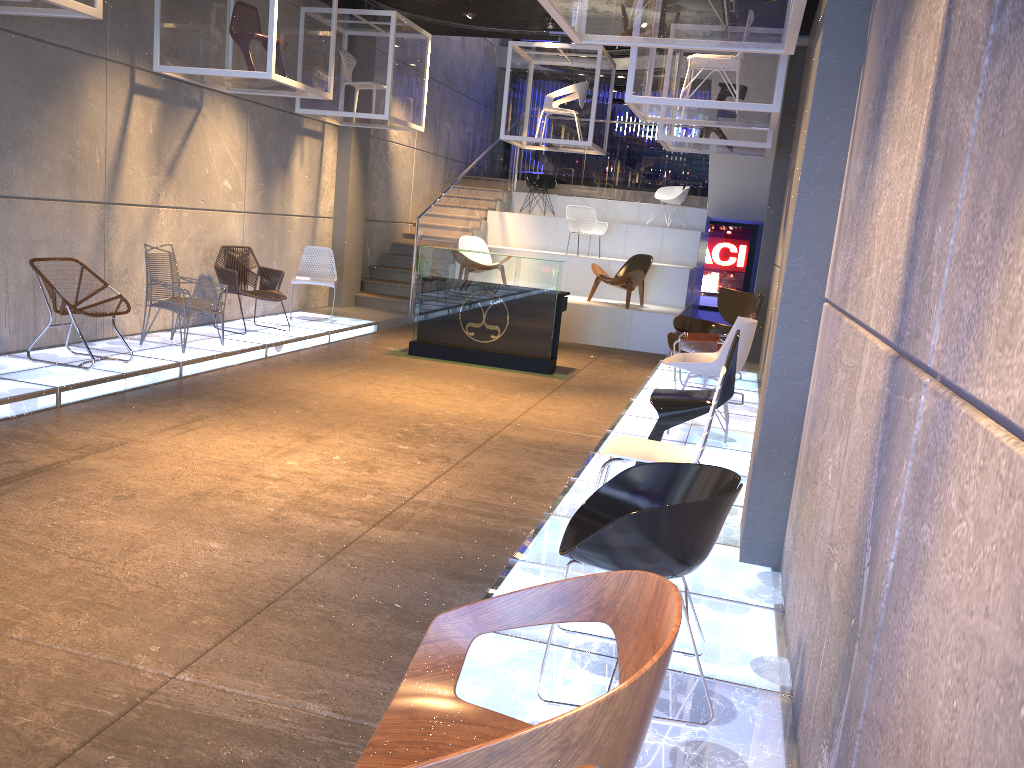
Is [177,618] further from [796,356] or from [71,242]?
[71,242]

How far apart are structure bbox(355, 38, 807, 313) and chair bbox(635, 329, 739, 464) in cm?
674

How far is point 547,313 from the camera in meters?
9.5

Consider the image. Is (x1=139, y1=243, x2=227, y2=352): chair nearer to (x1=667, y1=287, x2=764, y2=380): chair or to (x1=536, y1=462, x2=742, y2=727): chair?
(x1=667, y1=287, x2=764, y2=380): chair

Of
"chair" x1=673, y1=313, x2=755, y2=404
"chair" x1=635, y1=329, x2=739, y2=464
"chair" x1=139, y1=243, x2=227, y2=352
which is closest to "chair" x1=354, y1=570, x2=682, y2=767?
"chair" x1=635, y1=329, x2=739, y2=464

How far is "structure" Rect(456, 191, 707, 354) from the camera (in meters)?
12.17

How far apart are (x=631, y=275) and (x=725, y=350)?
6.09m

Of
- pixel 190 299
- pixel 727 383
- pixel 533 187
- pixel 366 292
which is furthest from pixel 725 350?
pixel 533 187

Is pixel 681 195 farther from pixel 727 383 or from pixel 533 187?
pixel 727 383

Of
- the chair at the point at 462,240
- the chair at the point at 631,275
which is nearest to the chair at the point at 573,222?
the chair at the point at 631,275
